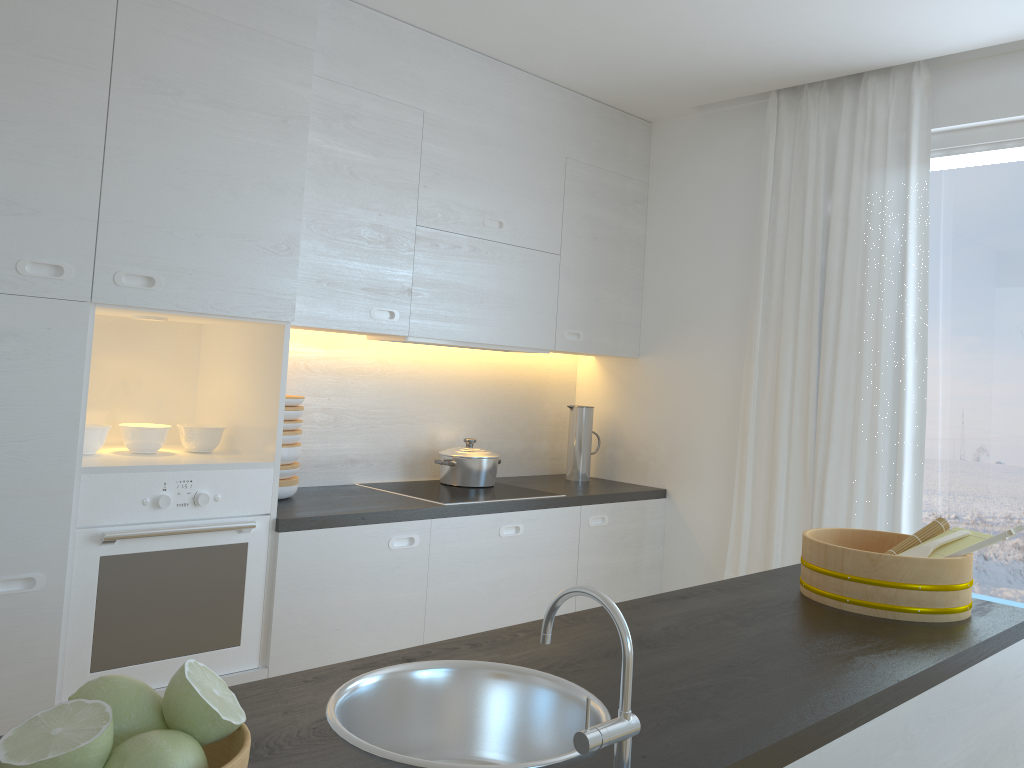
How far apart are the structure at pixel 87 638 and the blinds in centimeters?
202cm

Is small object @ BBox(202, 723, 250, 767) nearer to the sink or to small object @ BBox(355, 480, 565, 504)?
the sink

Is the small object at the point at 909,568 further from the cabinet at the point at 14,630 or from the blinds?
the cabinet at the point at 14,630

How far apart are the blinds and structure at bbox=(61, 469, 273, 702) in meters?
2.0 m

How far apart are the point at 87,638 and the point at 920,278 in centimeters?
302cm

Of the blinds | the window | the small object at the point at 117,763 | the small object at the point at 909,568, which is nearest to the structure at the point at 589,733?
the small object at the point at 117,763

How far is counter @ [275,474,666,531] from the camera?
2.8 meters

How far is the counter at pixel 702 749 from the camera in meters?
1.2 m

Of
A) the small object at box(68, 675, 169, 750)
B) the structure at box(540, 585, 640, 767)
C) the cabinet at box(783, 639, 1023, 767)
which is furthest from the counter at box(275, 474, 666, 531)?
the small object at box(68, 675, 169, 750)

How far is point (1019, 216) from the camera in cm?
319
